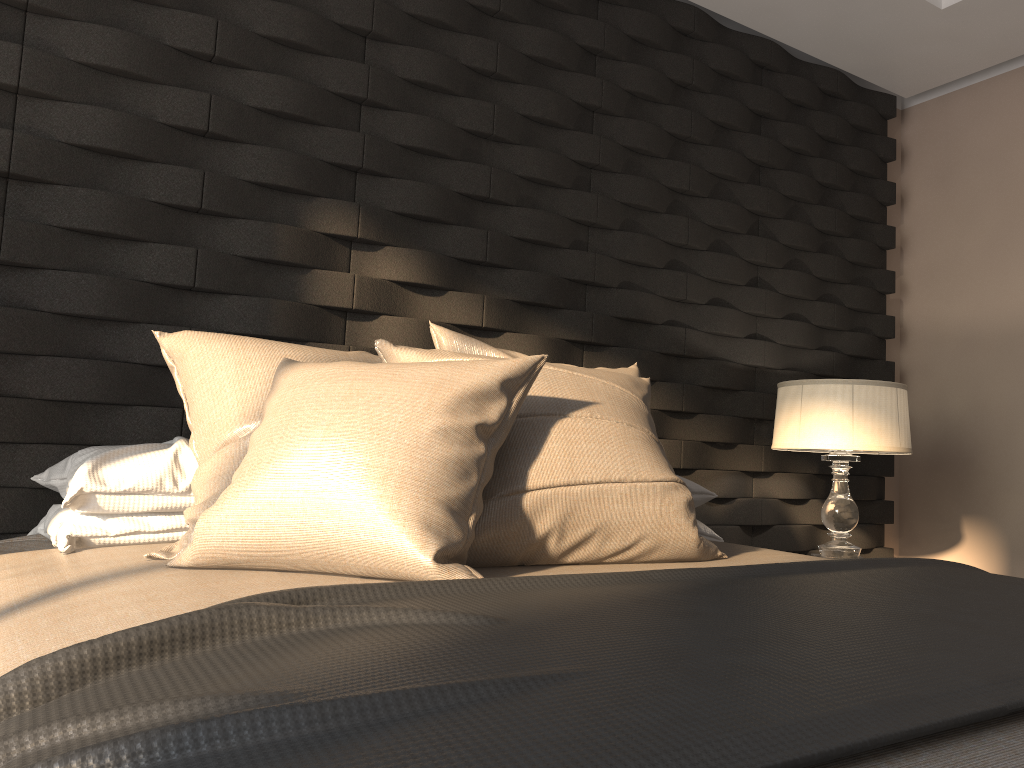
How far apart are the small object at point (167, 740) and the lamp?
1.1 meters

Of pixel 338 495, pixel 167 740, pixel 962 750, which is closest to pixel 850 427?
pixel 338 495

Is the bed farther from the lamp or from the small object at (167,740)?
the lamp

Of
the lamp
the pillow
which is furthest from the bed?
the lamp

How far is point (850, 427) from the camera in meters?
2.7

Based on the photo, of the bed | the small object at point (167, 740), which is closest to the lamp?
the bed

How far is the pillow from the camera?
1.3m

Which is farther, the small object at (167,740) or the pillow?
the pillow

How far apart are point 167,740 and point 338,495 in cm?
72

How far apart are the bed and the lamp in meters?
0.8
